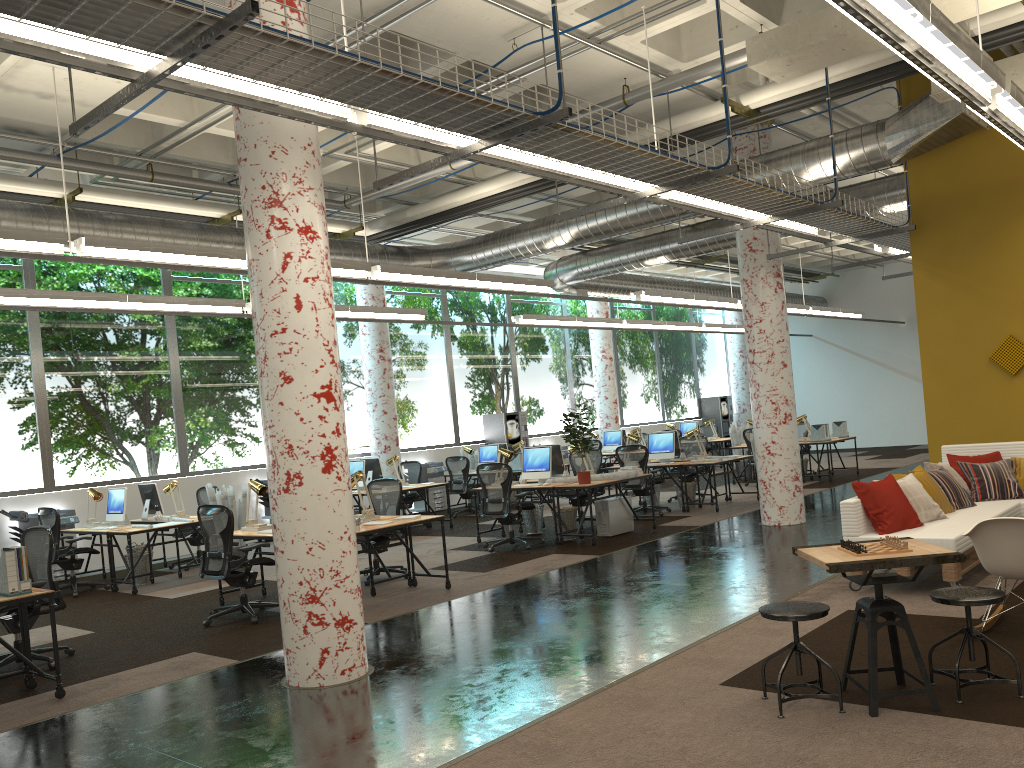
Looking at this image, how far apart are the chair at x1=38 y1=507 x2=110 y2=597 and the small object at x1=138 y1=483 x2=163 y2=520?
1.0 meters

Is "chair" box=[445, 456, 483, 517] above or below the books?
below

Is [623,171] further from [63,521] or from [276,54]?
[63,521]

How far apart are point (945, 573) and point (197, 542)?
9.34m

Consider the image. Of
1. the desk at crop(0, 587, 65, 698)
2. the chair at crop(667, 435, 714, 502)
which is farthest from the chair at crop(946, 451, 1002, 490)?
the desk at crop(0, 587, 65, 698)

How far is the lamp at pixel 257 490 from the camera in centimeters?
876cm

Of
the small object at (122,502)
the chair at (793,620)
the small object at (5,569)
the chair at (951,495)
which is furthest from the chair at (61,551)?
the chair at (951,495)

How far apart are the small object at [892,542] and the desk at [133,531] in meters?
8.5 m

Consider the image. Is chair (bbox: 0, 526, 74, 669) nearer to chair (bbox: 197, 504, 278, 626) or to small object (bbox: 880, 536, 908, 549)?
chair (bbox: 197, 504, 278, 626)

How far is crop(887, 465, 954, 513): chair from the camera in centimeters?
746cm
